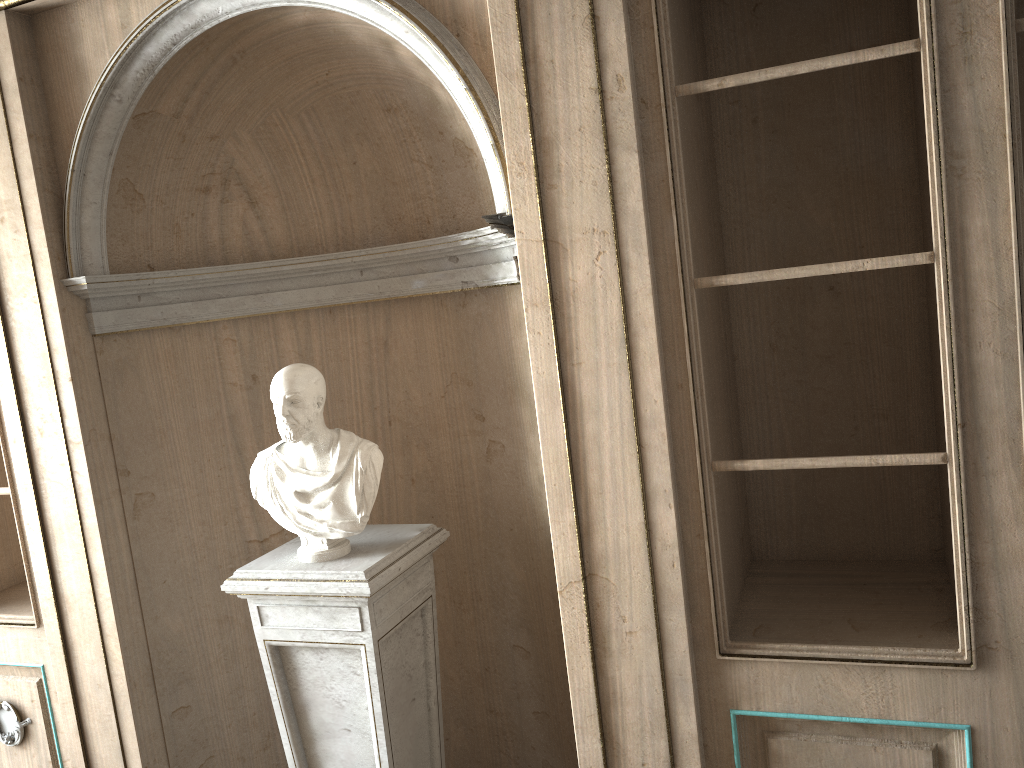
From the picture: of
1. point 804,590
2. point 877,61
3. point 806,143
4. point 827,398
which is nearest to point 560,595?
point 804,590

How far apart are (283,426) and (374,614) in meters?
0.5 m

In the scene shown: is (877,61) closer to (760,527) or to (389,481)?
(760,527)

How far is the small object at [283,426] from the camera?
2.27m

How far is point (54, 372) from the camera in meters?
2.5

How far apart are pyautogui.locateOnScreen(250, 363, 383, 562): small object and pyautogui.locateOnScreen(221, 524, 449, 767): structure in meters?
0.0 m

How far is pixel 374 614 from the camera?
2.3m

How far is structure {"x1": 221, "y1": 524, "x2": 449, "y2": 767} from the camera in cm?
225

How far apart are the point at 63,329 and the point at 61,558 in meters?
0.7

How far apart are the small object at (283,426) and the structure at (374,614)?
0.0 meters
